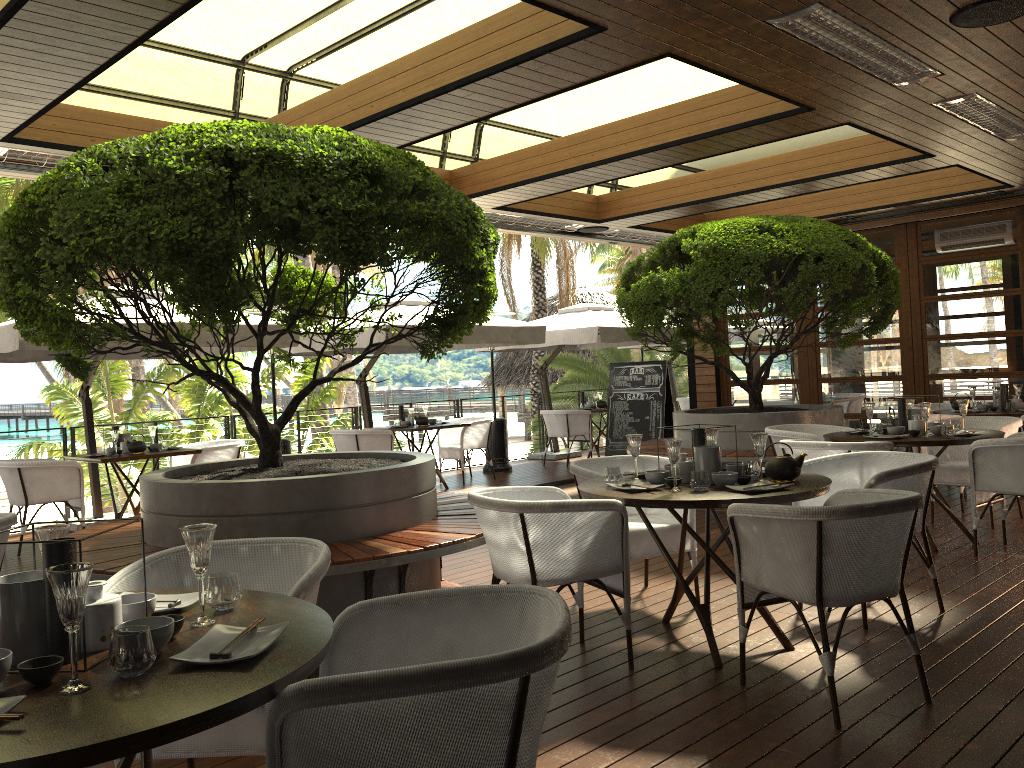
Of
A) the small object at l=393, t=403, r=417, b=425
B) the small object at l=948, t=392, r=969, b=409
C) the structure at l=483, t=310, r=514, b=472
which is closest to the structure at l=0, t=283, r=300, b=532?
the small object at l=393, t=403, r=417, b=425

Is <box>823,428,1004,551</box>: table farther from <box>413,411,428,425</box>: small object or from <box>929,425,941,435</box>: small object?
<box>413,411,428,425</box>: small object

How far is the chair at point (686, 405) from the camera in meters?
14.7

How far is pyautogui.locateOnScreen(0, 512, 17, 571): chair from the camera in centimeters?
385cm

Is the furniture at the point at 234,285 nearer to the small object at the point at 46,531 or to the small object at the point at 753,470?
the small object at the point at 753,470

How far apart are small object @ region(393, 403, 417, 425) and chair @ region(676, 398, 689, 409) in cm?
574

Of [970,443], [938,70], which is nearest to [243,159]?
[938,70]

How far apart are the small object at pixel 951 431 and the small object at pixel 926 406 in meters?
0.2

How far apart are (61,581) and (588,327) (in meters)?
10.06

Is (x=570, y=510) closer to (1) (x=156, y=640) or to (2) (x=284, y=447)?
(1) (x=156, y=640)
